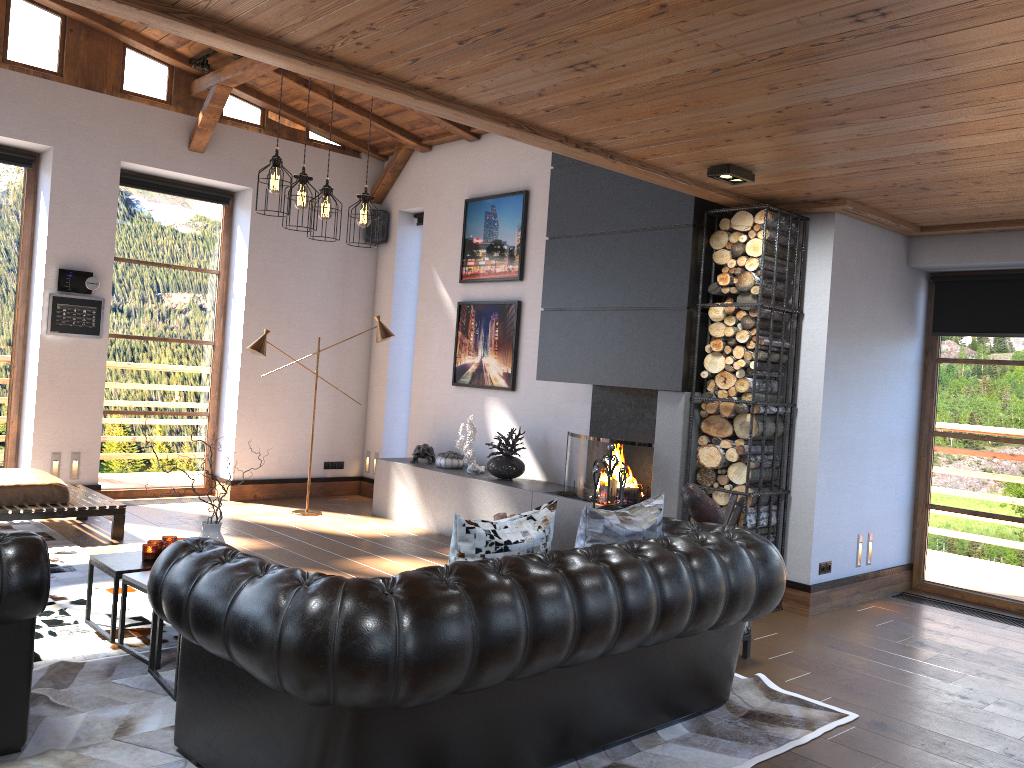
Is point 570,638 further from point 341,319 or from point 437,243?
point 341,319

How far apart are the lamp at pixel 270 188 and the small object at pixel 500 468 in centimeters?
284cm

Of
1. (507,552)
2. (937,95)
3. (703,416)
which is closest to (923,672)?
(703,416)

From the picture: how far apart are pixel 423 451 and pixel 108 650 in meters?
4.3

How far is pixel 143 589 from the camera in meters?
4.1

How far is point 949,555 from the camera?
6.6 meters

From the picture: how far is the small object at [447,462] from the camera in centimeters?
805cm

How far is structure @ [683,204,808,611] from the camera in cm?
553

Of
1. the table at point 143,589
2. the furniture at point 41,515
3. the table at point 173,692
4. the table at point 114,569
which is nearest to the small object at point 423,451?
the furniture at point 41,515

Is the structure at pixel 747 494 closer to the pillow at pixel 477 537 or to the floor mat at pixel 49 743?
the floor mat at pixel 49 743
